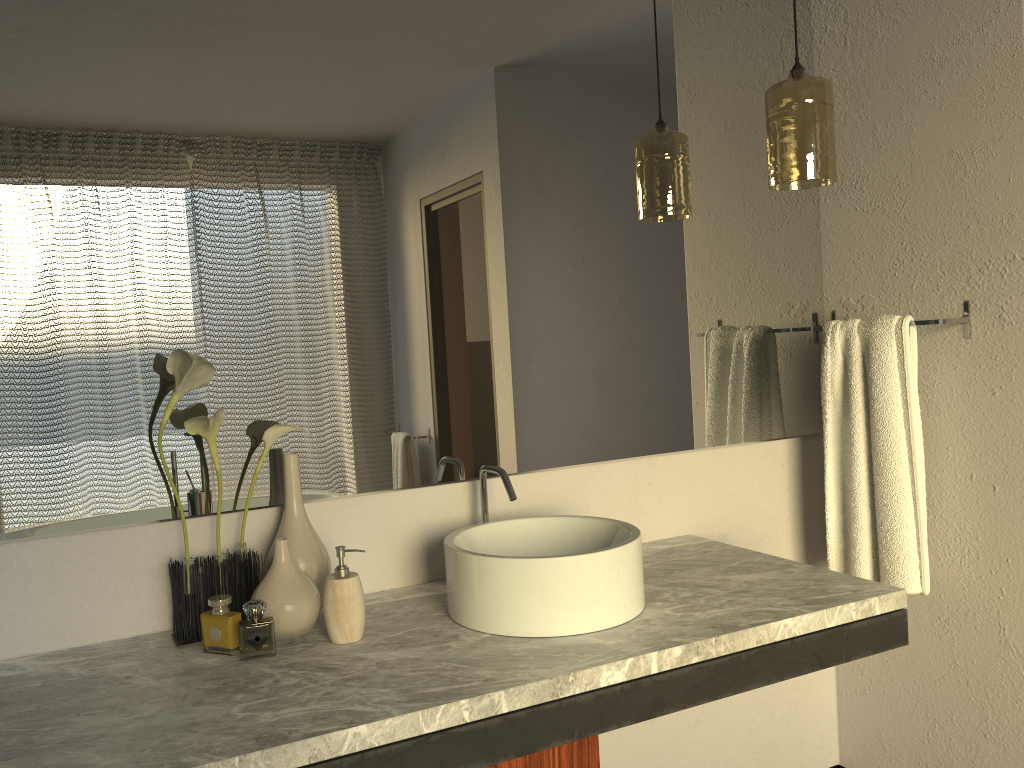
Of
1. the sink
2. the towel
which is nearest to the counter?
the sink

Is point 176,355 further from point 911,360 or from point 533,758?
point 911,360

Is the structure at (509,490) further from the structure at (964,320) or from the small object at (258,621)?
the structure at (964,320)

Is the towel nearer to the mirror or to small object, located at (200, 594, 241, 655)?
the mirror

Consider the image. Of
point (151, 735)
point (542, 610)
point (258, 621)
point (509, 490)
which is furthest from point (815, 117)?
point (258, 621)

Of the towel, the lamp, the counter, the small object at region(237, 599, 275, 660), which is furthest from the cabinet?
the lamp

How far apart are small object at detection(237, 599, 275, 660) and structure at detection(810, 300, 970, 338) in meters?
1.6 m

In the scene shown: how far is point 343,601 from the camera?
1.45m

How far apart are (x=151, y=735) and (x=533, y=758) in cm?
56

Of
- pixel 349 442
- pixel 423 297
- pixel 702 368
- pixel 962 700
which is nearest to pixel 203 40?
pixel 423 297
